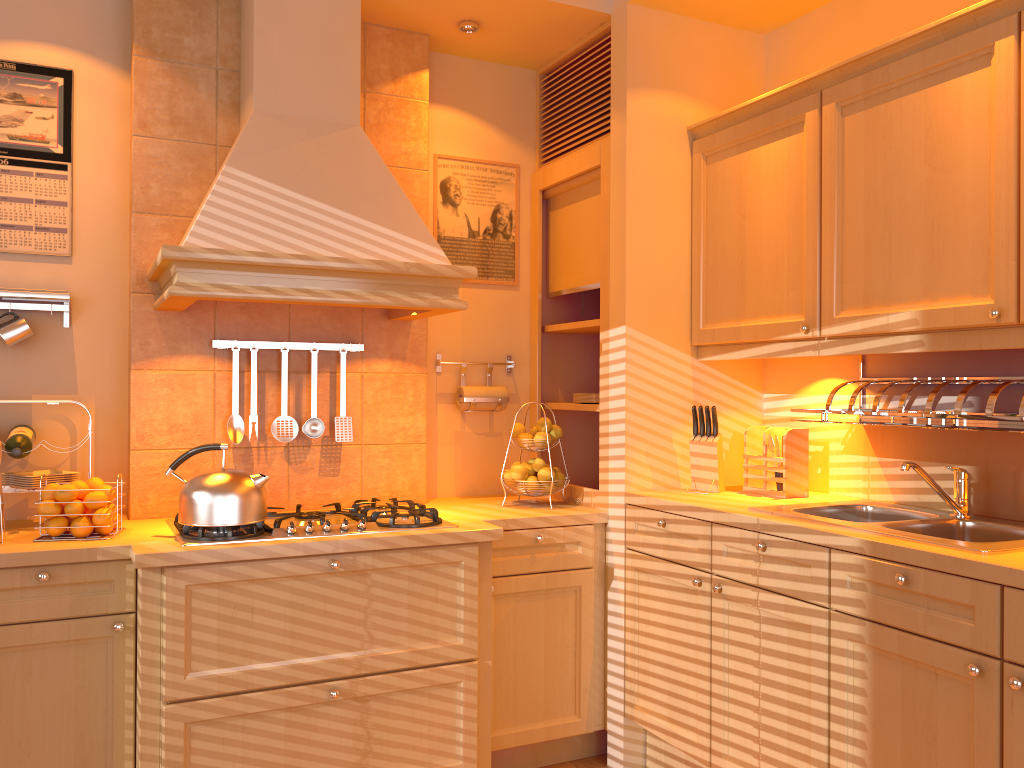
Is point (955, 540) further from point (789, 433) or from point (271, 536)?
point (271, 536)

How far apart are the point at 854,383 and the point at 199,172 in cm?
224

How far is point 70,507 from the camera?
2.44m

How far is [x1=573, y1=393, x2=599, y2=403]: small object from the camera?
3.31m

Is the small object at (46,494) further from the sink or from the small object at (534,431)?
the sink

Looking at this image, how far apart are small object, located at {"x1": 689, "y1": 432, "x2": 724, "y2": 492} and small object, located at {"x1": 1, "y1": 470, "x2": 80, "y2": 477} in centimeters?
209cm

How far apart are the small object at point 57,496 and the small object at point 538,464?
1.5m

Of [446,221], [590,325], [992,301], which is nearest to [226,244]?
[446,221]

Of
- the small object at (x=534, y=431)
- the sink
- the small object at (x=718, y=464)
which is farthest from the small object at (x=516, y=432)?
the sink

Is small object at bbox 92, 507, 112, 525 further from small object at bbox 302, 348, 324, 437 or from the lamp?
the lamp
